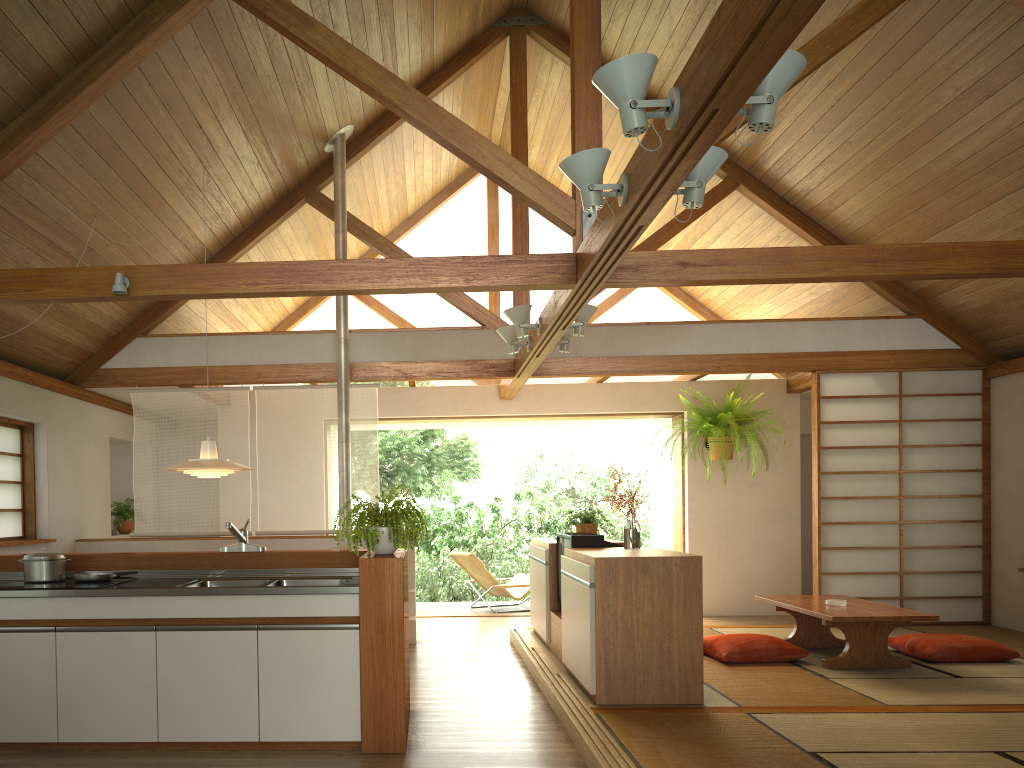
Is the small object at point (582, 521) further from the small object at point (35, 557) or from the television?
the small object at point (35, 557)

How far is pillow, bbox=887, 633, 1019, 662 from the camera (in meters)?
5.67

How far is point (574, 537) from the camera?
5.5m

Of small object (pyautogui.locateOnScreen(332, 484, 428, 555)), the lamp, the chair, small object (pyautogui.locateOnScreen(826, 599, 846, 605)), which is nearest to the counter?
small object (pyautogui.locateOnScreen(332, 484, 428, 555))

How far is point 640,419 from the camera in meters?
9.5

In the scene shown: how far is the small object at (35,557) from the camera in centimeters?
415cm

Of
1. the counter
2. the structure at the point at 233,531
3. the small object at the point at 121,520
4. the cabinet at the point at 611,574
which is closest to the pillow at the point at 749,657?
the cabinet at the point at 611,574

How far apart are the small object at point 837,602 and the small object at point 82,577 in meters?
4.4 m

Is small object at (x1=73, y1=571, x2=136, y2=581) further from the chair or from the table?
the chair

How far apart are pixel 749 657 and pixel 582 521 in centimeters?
168cm
